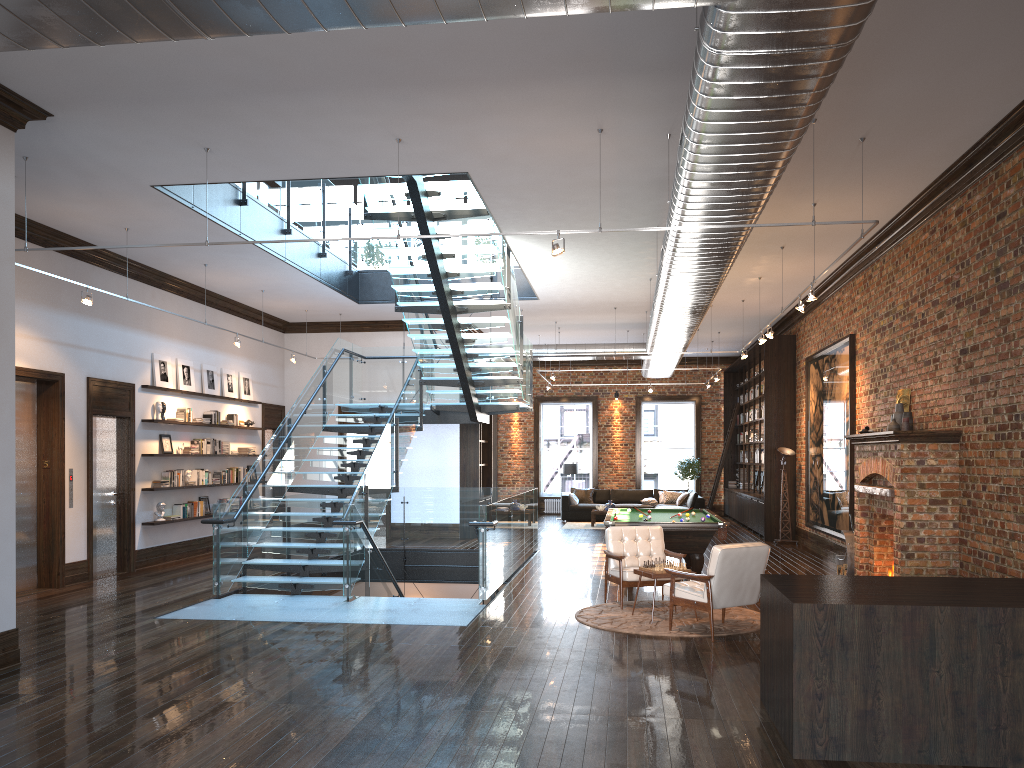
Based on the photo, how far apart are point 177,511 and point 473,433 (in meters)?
6.16

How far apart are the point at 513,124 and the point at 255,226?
5.33m

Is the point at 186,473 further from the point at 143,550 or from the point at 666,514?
the point at 666,514

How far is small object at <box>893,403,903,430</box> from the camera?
9.93m

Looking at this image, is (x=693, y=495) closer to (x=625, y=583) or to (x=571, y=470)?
(x=571, y=470)

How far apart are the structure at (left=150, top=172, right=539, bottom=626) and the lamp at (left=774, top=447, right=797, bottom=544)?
5.0 meters

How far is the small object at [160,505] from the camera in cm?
1328

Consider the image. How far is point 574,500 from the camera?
22.54m

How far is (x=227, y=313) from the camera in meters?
15.8

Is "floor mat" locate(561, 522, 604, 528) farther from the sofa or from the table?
the table
